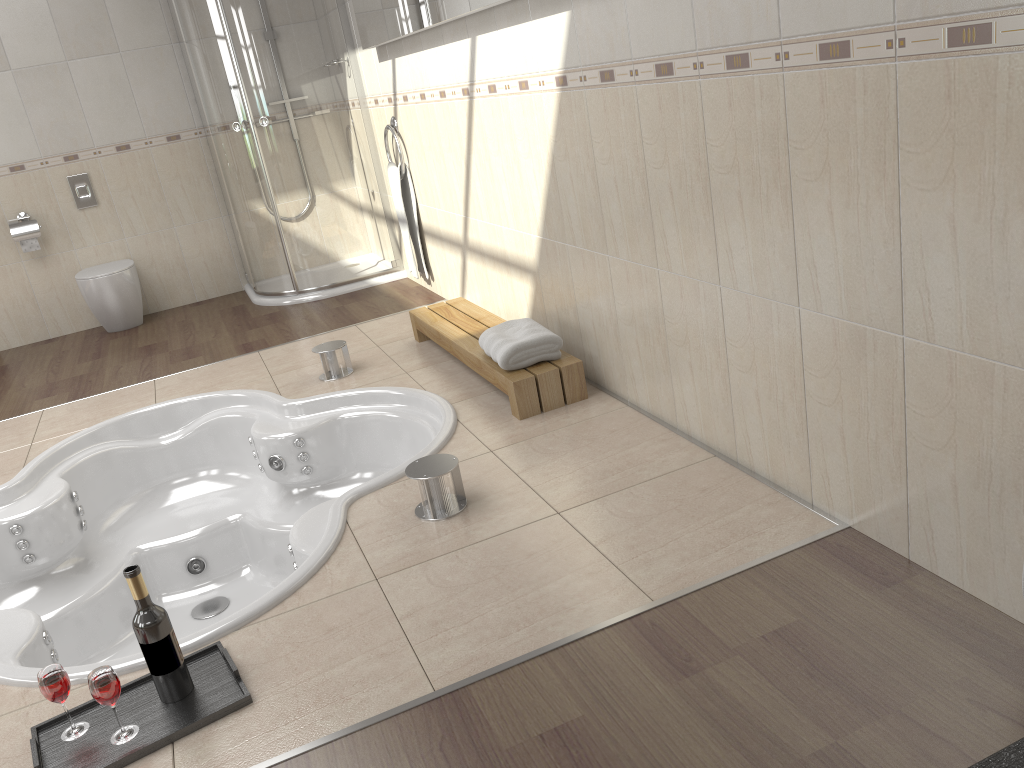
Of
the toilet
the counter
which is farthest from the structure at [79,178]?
the counter

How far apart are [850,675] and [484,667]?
0.69m

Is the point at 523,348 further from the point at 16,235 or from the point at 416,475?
the point at 16,235

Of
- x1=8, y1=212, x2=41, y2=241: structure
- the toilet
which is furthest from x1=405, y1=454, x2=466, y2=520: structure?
x1=8, y1=212, x2=41, y2=241: structure

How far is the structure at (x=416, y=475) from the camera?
2.4m

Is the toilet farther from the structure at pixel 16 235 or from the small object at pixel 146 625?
the small object at pixel 146 625

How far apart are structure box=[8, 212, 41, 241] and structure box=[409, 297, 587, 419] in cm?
276

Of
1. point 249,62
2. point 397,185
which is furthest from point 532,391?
point 249,62

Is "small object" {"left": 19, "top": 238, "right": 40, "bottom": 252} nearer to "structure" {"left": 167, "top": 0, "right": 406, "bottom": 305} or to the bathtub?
"structure" {"left": 167, "top": 0, "right": 406, "bottom": 305}

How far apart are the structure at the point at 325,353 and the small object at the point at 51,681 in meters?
2.0 m
